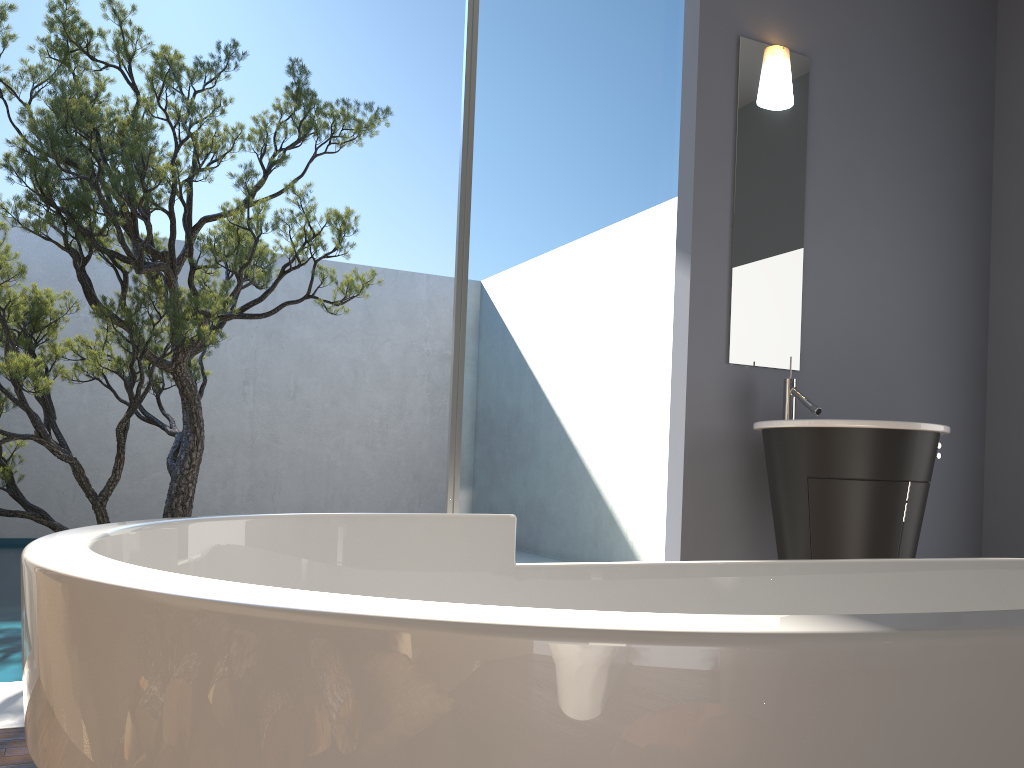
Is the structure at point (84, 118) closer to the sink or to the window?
the window

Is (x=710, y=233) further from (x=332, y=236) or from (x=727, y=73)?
(x=332, y=236)

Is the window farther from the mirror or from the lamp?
the lamp

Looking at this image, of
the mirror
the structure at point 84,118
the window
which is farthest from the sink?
the structure at point 84,118

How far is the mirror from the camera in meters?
3.5 m

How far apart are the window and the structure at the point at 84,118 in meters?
1.8 m

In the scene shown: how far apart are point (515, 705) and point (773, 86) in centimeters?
354cm

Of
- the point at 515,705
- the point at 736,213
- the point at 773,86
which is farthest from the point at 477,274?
the point at 515,705

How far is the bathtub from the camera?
0.40m

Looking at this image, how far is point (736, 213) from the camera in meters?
3.5
